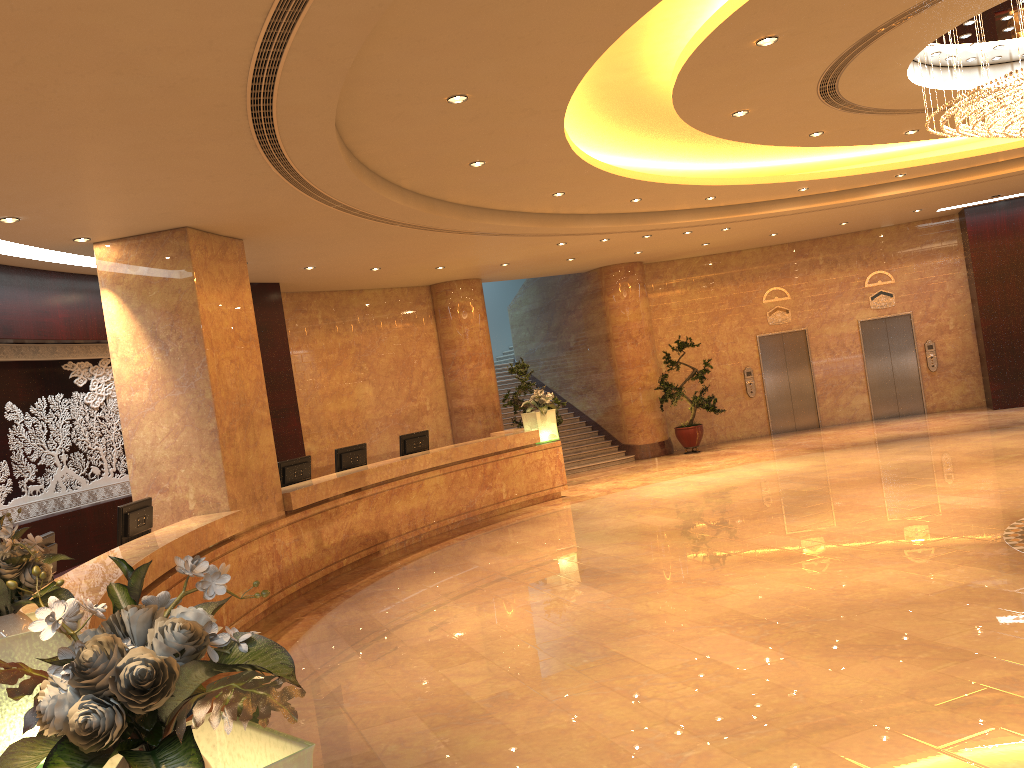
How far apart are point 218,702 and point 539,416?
12.6 meters

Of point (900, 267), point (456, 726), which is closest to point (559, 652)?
point (456, 726)

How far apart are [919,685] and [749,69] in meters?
4.7 m

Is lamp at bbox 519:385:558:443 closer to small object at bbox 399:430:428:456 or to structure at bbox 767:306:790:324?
small object at bbox 399:430:428:456

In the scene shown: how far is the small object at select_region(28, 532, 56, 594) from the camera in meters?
6.1 m

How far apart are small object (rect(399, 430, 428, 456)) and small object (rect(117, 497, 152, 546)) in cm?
504

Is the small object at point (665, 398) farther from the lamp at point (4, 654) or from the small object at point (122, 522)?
the lamp at point (4, 654)

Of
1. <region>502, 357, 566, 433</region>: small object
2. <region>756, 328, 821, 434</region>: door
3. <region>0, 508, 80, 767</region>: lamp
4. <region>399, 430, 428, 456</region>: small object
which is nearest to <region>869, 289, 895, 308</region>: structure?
<region>756, 328, 821, 434</region>: door

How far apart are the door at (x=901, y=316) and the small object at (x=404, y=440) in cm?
1038

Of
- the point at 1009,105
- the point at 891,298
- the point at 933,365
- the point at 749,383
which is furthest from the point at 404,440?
the point at 933,365
